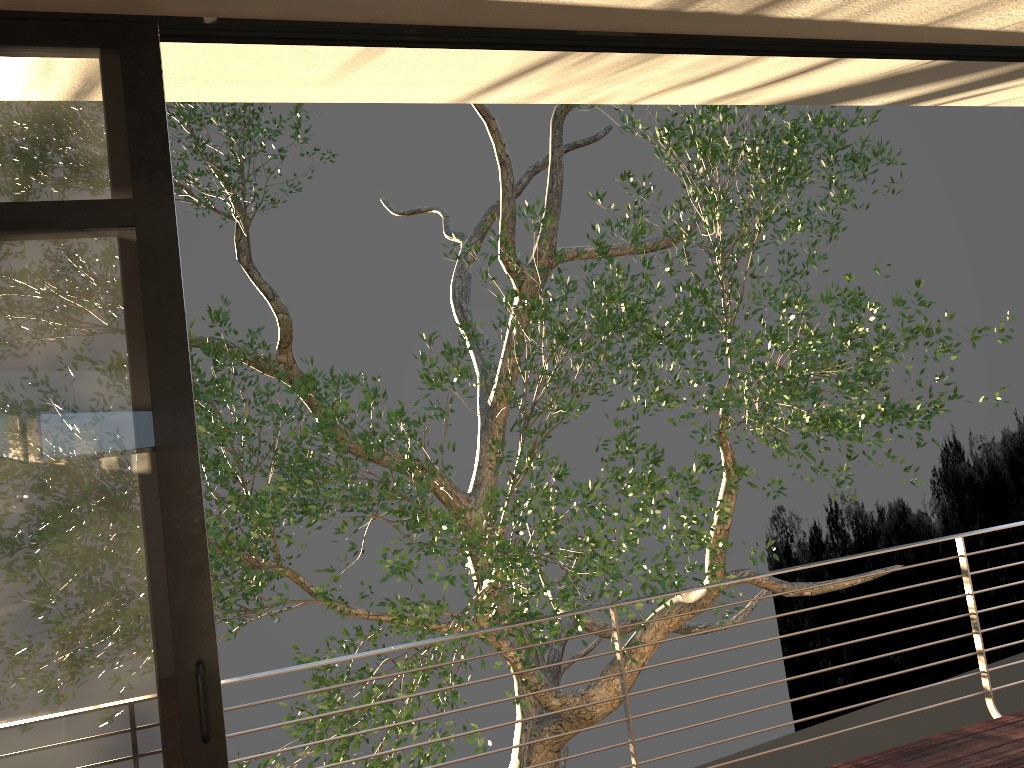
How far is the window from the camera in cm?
191

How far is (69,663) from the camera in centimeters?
191cm

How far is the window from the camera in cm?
191

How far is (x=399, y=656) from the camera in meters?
7.6
